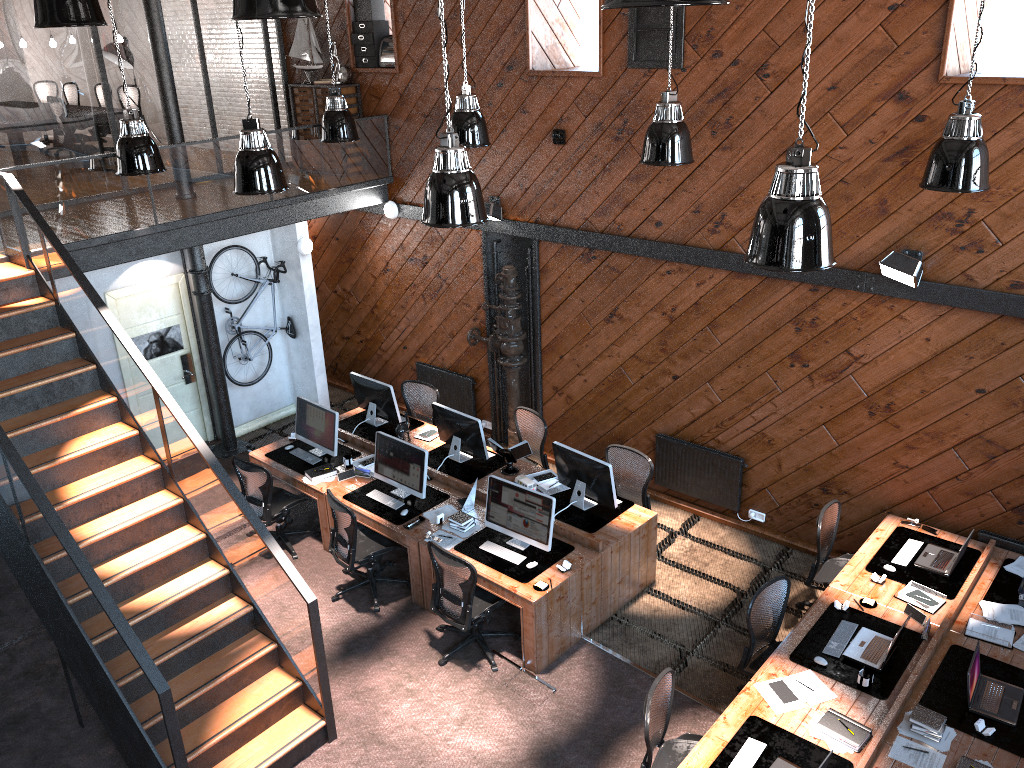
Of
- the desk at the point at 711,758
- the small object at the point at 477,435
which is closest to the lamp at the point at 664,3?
the desk at the point at 711,758

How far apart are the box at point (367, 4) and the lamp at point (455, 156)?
5.7m

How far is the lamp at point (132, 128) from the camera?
8.06m

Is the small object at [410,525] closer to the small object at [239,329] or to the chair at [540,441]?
the chair at [540,441]

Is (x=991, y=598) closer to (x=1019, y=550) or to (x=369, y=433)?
(x=1019, y=550)

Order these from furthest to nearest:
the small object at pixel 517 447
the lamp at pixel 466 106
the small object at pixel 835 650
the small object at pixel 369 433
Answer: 1. the small object at pixel 369 433
2. the small object at pixel 517 447
3. the lamp at pixel 466 106
4. the small object at pixel 835 650

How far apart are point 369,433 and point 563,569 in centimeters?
343cm

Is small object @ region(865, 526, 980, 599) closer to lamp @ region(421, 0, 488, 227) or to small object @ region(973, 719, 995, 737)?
small object @ region(973, 719, 995, 737)

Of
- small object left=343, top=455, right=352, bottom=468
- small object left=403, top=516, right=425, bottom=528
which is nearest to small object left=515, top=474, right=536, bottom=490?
small object left=403, top=516, right=425, bottom=528

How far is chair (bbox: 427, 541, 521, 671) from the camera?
7.1m
